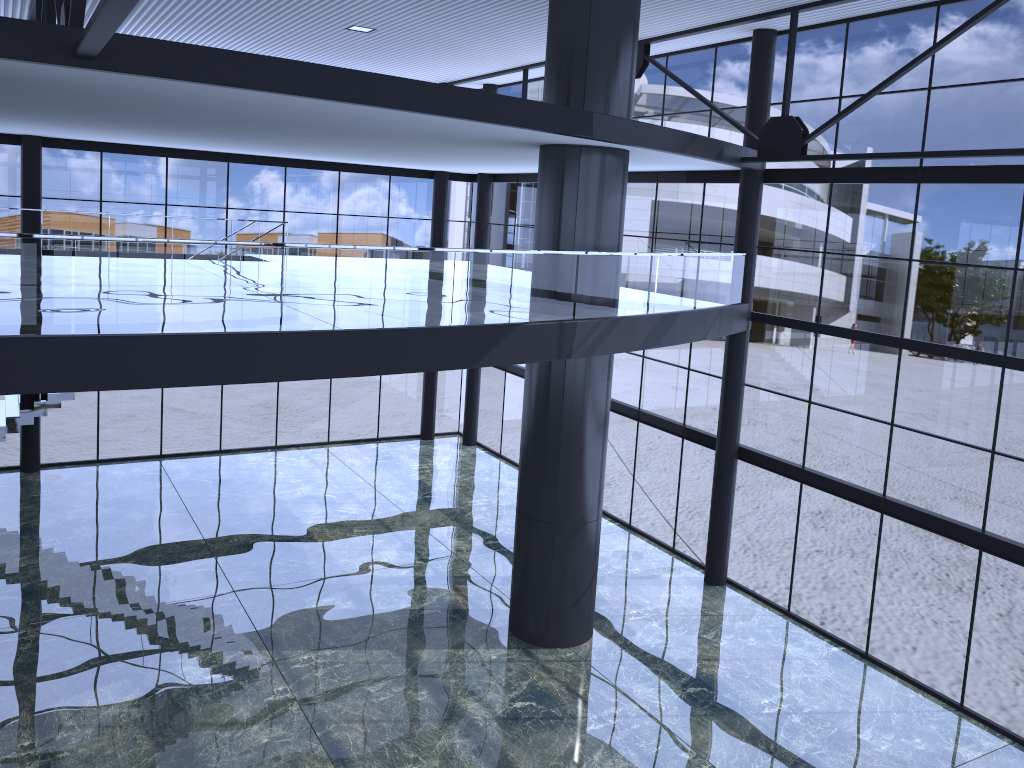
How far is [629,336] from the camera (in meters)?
14.68

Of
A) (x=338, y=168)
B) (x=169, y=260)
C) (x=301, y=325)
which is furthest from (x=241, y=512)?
(x=169, y=260)
